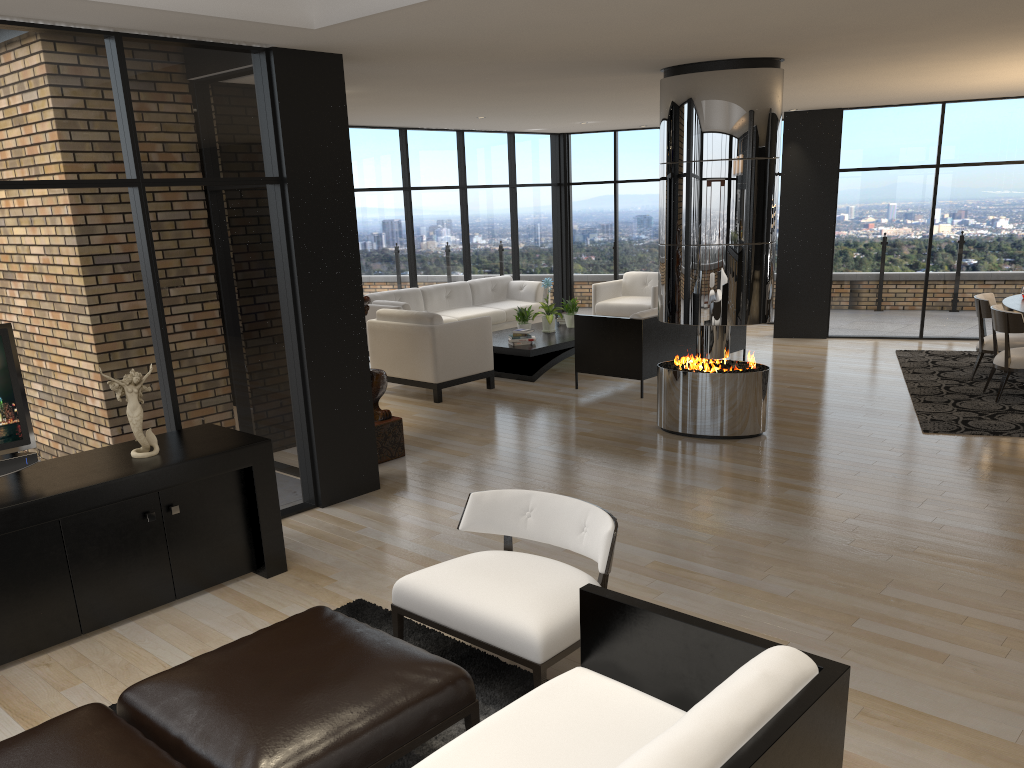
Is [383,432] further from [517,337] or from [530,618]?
[530,618]

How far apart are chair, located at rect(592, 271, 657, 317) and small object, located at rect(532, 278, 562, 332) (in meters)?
1.47

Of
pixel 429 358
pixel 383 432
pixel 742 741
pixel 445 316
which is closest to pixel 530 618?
pixel 742 741

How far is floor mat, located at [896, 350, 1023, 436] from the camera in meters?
7.0

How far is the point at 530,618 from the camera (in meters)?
3.10

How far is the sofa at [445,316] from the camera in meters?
10.9 m

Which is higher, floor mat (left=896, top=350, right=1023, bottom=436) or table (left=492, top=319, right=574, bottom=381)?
table (left=492, top=319, right=574, bottom=381)

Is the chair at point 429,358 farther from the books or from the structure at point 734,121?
the structure at point 734,121

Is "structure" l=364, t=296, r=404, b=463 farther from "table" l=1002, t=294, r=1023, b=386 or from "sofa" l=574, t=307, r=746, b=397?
"table" l=1002, t=294, r=1023, b=386

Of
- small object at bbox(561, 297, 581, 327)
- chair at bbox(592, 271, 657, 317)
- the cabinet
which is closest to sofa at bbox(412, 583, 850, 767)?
the cabinet
